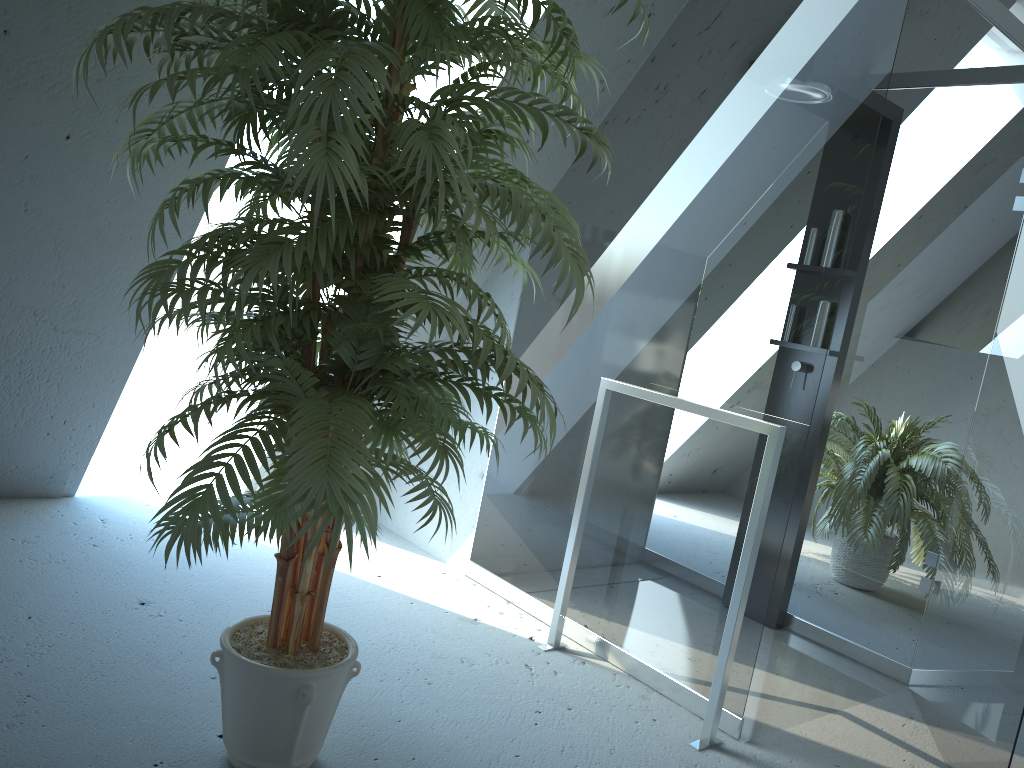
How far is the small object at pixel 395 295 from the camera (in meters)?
1.39

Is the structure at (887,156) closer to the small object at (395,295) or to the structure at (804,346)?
the structure at (804,346)

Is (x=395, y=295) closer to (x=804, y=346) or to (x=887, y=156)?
(x=804, y=346)

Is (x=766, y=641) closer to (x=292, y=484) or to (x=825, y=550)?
(x=825, y=550)

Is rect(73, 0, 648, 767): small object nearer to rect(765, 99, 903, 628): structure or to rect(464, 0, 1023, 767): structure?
rect(464, 0, 1023, 767): structure

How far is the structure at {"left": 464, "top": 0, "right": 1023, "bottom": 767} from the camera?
2.3m

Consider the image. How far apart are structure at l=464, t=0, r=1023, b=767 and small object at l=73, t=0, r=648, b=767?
0.7 meters

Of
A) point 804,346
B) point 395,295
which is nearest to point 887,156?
point 804,346

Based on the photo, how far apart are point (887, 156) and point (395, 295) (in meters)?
2.48

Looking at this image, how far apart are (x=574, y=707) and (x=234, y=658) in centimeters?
102cm
